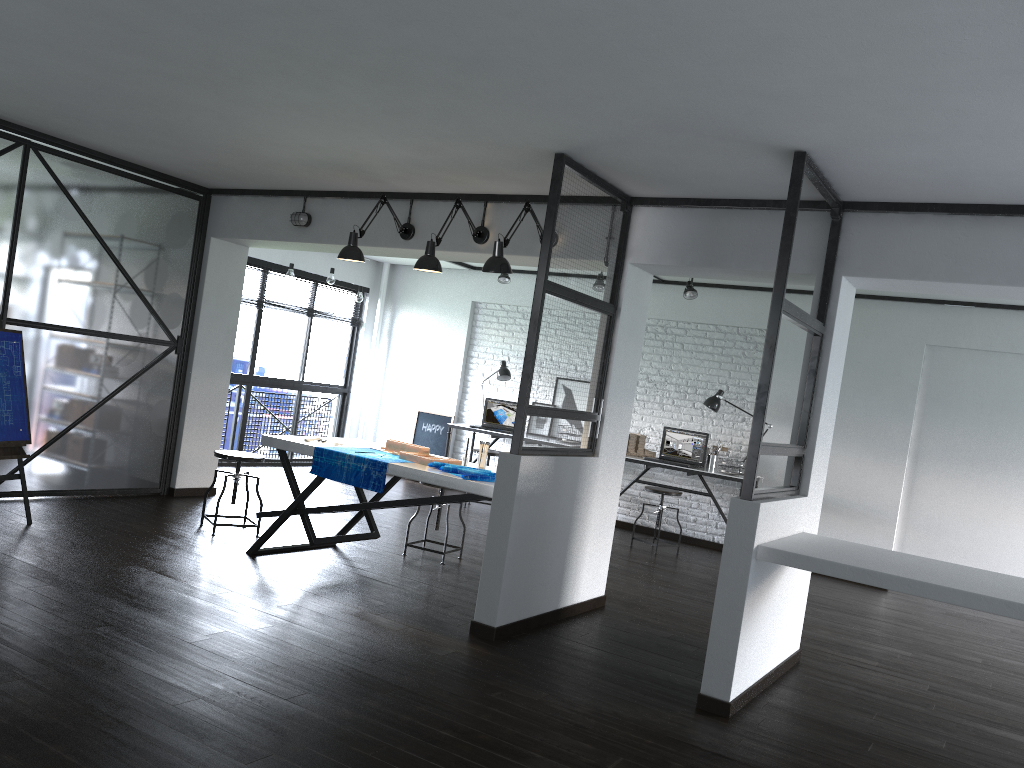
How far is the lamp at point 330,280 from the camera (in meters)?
8.55

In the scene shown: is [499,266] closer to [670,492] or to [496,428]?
[670,492]

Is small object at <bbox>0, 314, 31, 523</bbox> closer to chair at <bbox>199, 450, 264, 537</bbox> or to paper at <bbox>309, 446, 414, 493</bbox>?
chair at <bbox>199, 450, 264, 537</bbox>

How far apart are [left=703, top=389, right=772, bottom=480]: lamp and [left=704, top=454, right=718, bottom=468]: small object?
0.5m

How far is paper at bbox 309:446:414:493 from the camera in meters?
4.6 m

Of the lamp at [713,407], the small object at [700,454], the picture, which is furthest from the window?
the lamp at [713,407]

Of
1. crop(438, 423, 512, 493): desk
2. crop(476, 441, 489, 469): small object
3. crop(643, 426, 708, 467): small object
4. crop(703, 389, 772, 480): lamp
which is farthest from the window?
crop(476, 441, 489, 469): small object

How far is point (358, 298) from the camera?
8.9m

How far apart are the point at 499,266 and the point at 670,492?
3.38m

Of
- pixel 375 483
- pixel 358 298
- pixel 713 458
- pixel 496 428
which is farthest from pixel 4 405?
pixel 713 458
